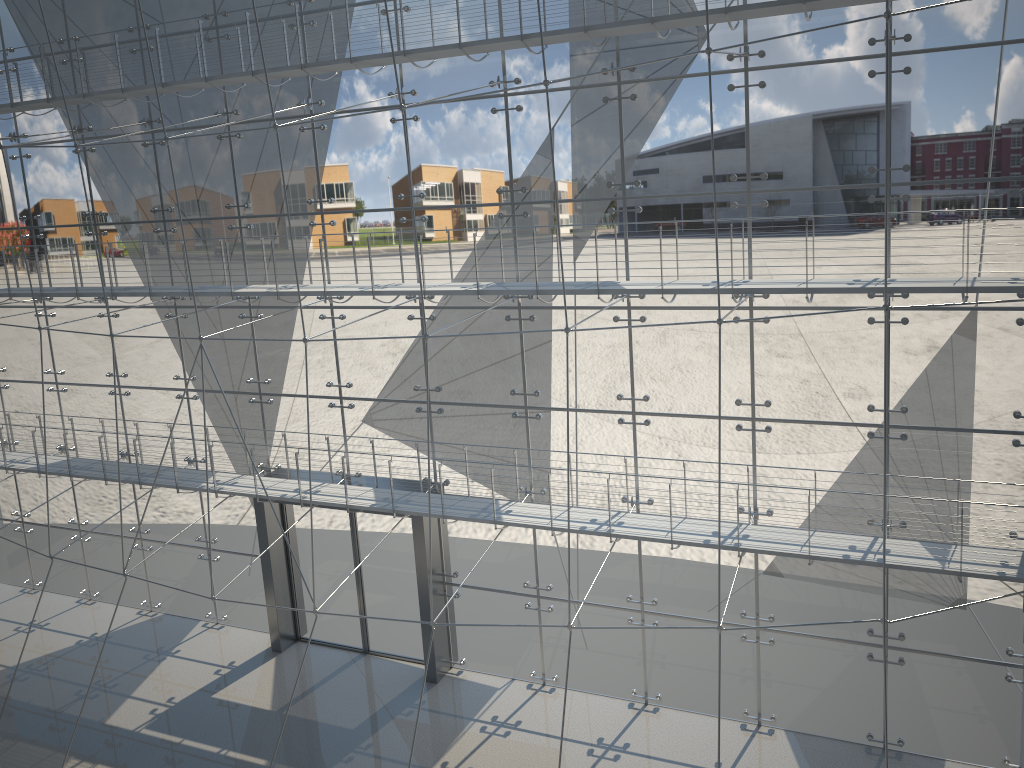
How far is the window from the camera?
1.7 meters

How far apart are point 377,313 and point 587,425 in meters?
0.6 m

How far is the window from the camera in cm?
170

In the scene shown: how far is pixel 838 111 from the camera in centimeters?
170cm
